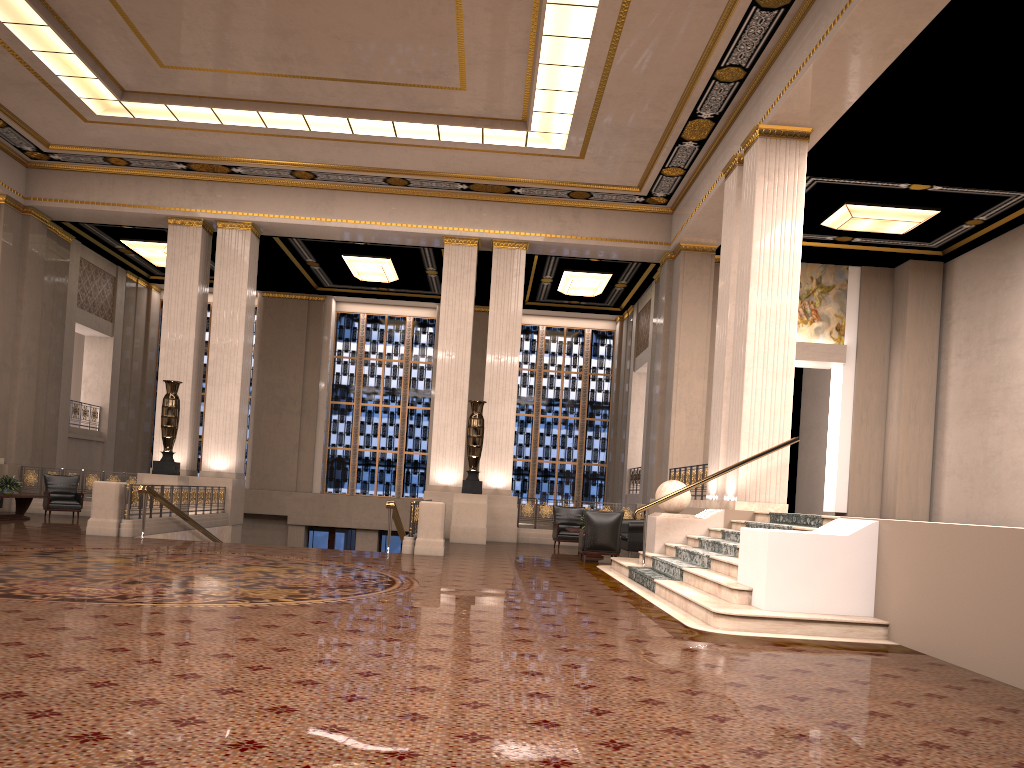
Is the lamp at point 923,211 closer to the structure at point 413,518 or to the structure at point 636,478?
the structure at point 636,478

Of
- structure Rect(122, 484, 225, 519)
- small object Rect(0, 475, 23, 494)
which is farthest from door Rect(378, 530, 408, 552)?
small object Rect(0, 475, 23, 494)

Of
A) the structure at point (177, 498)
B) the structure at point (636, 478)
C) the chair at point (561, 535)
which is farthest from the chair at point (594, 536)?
the structure at point (636, 478)

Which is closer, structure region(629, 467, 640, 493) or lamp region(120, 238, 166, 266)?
lamp region(120, 238, 166, 266)

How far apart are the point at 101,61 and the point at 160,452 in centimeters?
776cm

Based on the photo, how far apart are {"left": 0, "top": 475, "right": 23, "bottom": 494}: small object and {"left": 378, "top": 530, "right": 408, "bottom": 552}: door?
11.2m

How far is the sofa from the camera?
14.7 meters

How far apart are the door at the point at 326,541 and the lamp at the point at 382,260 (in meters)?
7.26

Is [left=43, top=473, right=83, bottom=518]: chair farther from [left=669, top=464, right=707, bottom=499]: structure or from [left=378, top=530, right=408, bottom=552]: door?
[left=669, top=464, right=707, bottom=499]: structure

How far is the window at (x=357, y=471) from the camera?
25.72m
